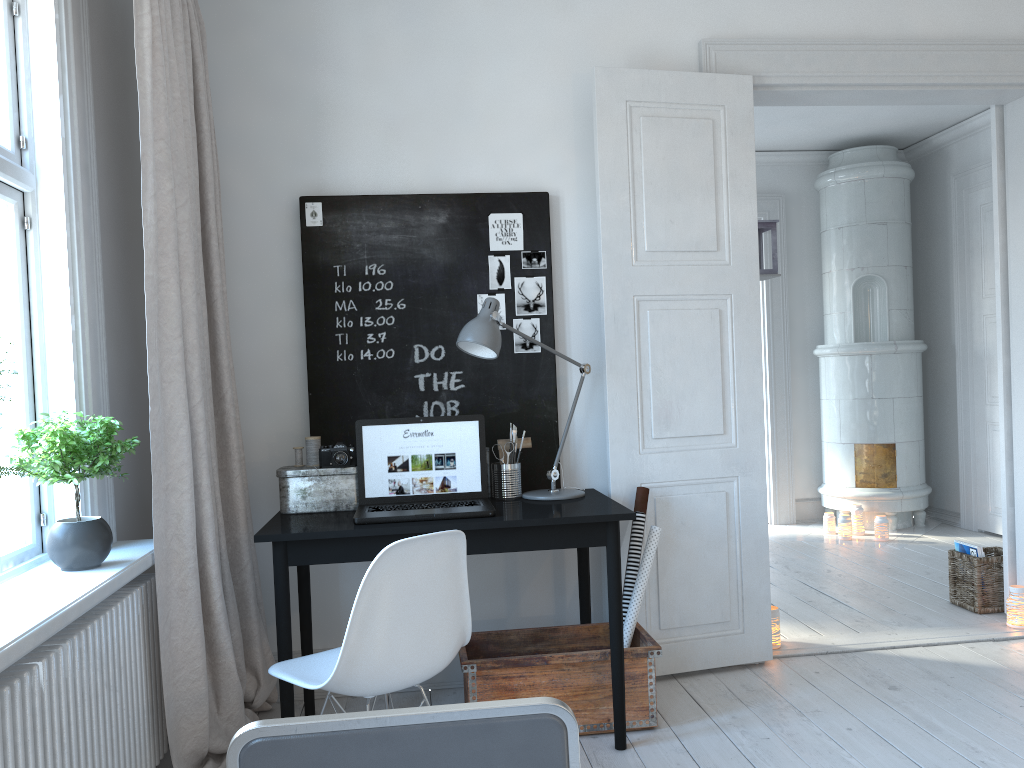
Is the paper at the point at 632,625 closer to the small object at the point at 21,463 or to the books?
the small object at the point at 21,463

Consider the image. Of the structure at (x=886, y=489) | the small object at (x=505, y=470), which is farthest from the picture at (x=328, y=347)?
the structure at (x=886, y=489)

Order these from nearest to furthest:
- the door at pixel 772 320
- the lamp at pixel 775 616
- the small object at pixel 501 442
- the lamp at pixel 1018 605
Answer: the small object at pixel 501 442
the lamp at pixel 775 616
the lamp at pixel 1018 605
the door at pixel 772 320

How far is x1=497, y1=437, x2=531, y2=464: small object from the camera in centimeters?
326cm

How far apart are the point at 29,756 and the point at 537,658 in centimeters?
154cm

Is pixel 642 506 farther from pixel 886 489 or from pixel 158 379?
pixel 886 489

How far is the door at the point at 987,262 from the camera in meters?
5.9 m

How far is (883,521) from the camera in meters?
5.9

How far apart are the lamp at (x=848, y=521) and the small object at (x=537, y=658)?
3.3 meters

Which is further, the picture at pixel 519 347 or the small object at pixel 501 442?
the picture at pixel 519 347
